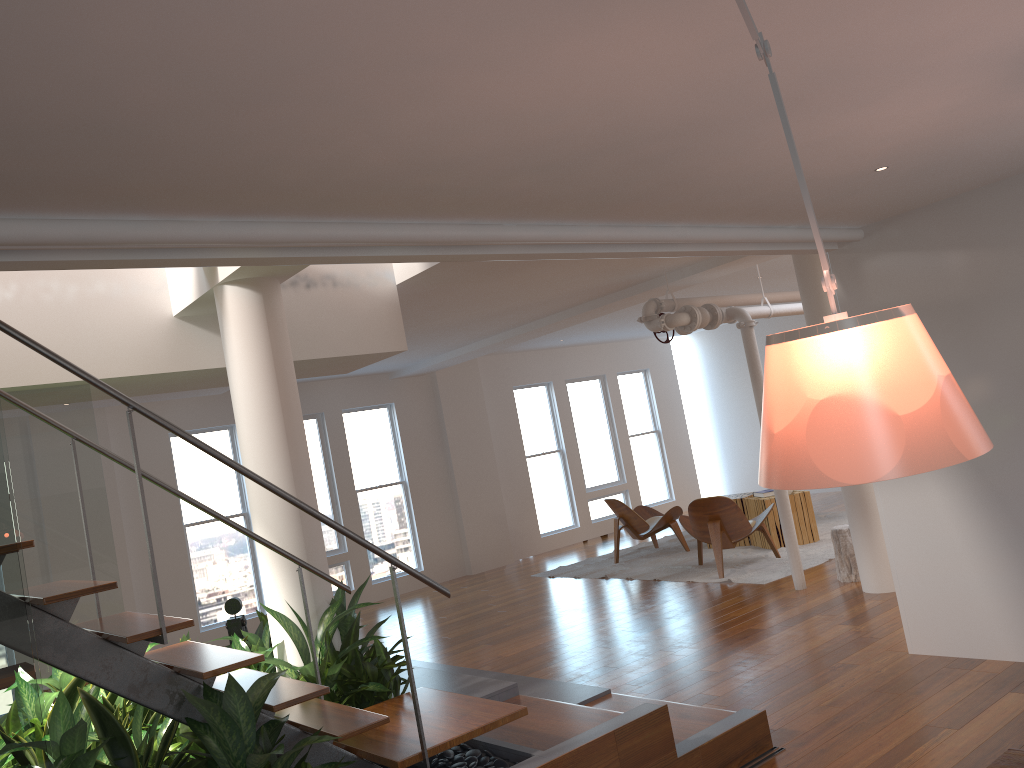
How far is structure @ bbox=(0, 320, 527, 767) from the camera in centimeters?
271cm

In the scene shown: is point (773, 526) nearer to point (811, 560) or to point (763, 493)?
point (763, 493)

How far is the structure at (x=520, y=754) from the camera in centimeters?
341cm

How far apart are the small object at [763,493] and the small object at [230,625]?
5.7m

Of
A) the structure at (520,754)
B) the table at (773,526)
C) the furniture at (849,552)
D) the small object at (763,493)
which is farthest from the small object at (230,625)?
the small object at (763,493)

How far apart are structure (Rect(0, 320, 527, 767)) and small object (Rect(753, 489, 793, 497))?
6.05m

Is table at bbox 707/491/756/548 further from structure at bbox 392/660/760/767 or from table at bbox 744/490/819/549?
structure at bbox 392/660/760/767

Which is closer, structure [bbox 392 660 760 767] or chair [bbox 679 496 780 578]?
structure [bbox 392 660 760 767]

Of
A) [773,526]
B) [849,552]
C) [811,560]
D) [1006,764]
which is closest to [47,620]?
[1006,764]

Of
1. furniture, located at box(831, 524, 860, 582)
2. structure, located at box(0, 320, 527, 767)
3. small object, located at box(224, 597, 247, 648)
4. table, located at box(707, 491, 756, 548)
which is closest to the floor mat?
table, located at box(707, 491, 756, 548)
